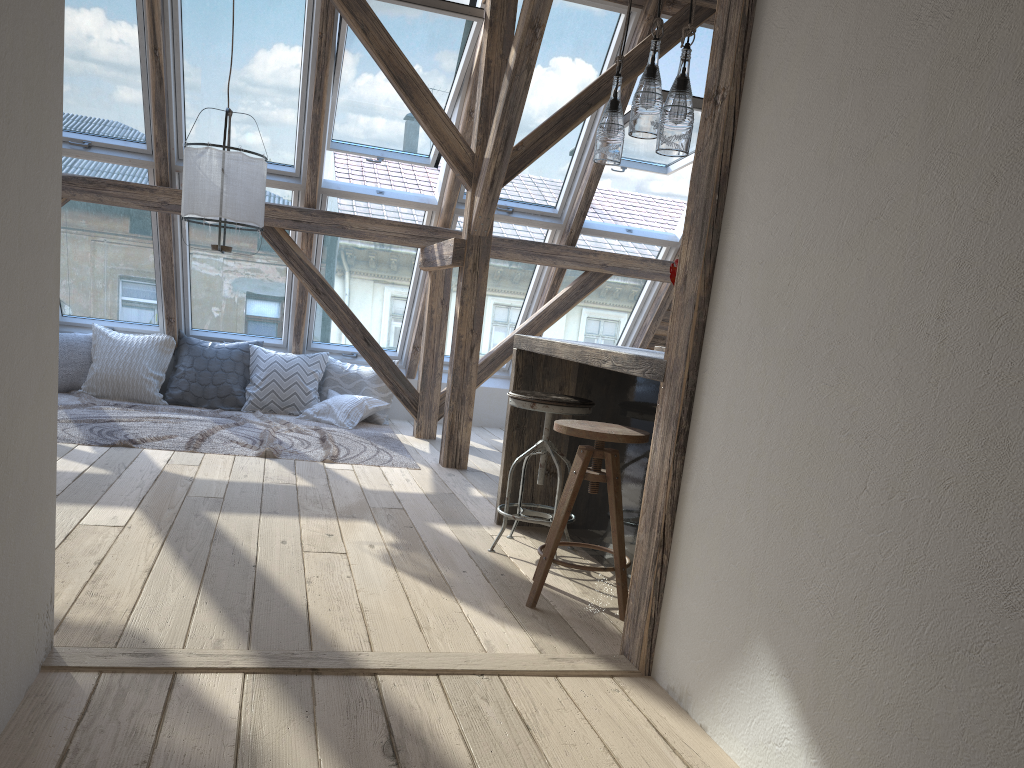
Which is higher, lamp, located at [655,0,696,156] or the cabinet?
lamp, located at [655,0,696,156]

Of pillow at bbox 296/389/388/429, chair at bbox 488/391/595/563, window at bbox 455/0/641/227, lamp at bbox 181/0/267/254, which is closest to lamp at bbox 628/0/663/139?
chair at bbox 488/391/595/563

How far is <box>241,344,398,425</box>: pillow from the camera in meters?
6.7

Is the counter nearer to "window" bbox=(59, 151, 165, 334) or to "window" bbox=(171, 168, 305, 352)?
"window" bbox=(171, 168, 305, 352)

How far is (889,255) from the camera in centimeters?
160cm

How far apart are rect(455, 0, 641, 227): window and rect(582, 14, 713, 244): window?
0.18m

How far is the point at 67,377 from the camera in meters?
6.5

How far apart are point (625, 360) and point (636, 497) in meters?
0.7

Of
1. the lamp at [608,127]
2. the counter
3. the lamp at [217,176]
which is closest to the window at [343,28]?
the lamp at [217,176]

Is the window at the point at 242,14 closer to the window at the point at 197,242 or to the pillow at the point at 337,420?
the window at the point at 197,242
